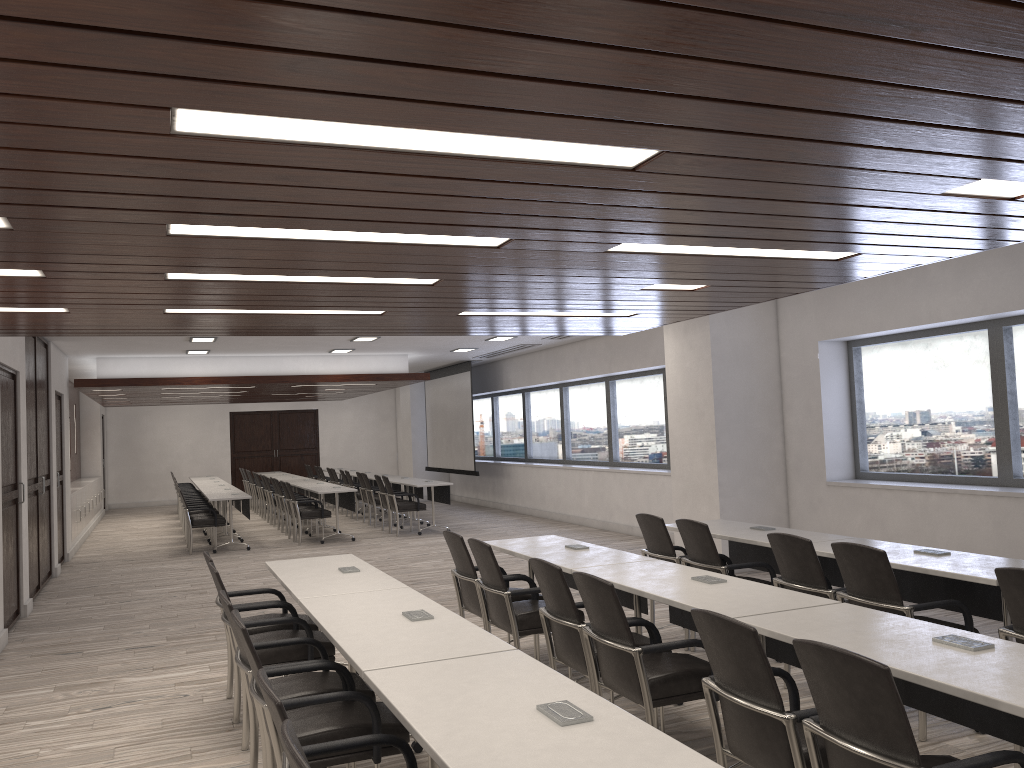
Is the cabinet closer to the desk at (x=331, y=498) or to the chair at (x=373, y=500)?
the desk at (x=331, y=498)

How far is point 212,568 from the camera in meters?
4.7 m

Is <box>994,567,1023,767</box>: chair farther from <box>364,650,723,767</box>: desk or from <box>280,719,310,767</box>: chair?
<box>280,719,310,767</box>: chair

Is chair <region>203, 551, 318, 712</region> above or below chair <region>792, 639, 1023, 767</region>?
below

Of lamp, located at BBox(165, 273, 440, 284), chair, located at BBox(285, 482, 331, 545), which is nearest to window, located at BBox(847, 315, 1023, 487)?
lamp, located at BBox(165, 273, 440, 284)

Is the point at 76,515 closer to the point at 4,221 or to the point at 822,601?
the point at 4,221

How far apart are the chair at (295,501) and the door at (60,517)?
3.1m

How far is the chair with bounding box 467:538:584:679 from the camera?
5.2m

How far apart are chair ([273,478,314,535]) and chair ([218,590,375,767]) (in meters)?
10.70

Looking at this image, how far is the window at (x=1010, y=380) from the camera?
7.46m
